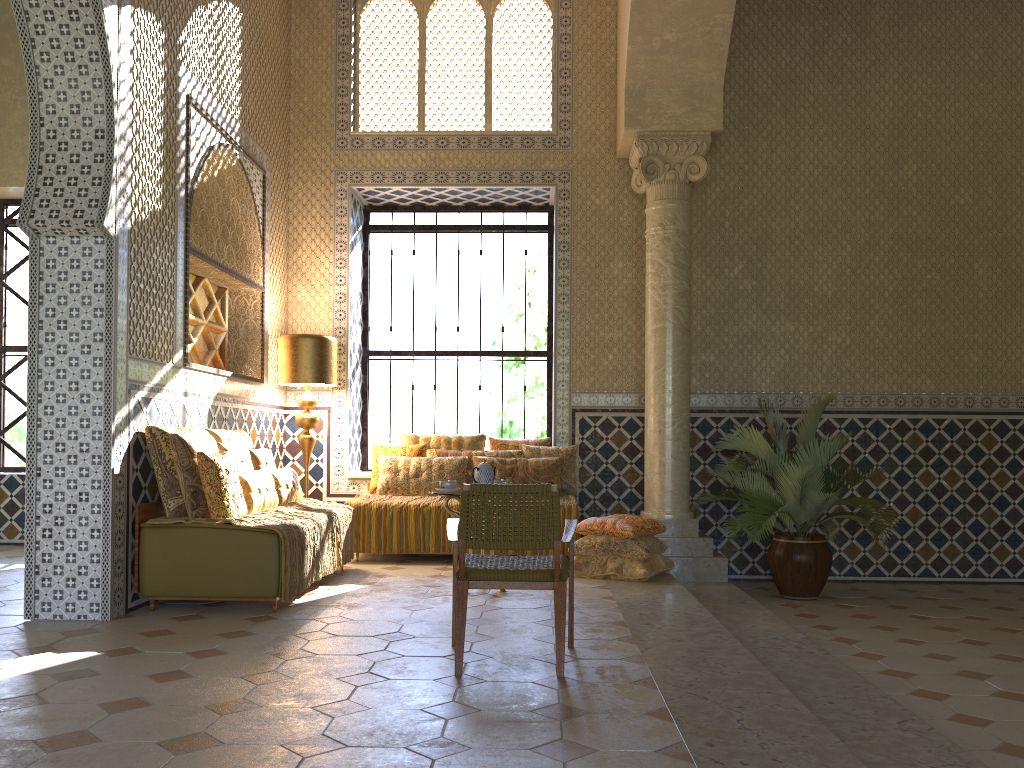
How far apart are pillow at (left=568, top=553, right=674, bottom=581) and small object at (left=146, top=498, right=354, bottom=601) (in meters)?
2.51

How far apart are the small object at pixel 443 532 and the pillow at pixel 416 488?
0.1m

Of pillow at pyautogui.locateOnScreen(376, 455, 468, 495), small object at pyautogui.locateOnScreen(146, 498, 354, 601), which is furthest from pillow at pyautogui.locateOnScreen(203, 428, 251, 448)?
pillow at pyautogui.locateOnScreen(376, 455, 468, 495)

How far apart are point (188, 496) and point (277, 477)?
1.6 meters

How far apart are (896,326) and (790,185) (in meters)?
2.39

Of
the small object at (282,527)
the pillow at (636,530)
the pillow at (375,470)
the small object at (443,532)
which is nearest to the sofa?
the small object at (282,527)

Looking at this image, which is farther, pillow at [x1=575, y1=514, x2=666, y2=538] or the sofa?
pillow at [x1=575, y1=514, x2=666, y2=538]

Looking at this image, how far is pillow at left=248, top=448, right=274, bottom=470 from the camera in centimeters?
930cm

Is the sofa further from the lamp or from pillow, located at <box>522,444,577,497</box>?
pillow, located at <box>522,444,577,497</box>

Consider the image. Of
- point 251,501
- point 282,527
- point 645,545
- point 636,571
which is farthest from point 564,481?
point 282,527
